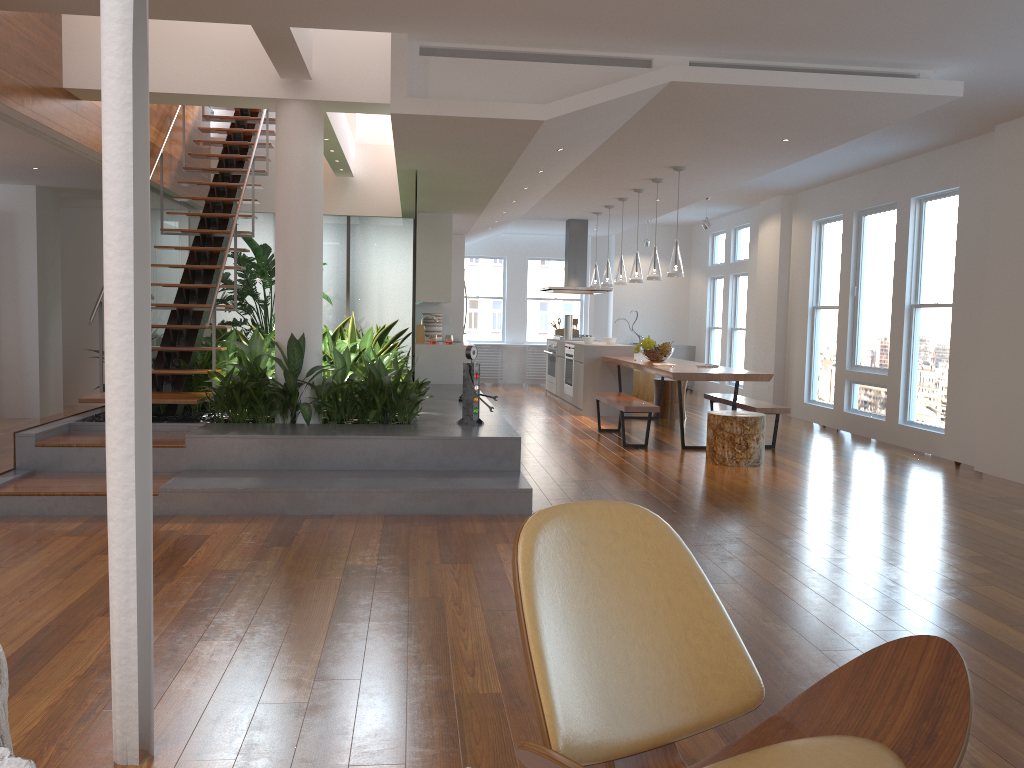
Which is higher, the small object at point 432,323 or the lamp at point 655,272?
the lamp at point 655,272

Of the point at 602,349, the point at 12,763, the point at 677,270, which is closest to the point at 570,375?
the point at 602,349

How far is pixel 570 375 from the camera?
11.2m

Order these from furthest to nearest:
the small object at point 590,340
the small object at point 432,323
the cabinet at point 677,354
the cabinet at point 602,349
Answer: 1. the cabinet at point 677,354
2. the small object at point 432,323
3. the small object at point 590,340
4. the cabinet at point 602,349

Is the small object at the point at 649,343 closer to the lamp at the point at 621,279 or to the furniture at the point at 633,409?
the furniture at the point at 633,409

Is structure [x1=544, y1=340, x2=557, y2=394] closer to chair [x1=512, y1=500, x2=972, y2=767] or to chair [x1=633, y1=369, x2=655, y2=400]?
chair [x1=633, y1=369, x2=655, y2=400]

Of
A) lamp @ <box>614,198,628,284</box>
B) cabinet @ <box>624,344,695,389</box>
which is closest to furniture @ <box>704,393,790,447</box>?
lamp @ <box>614,198,628,284</box>

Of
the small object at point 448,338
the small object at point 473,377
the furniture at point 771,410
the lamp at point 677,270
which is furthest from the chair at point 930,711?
the small object at point 448,338

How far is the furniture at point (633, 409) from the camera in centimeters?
774cm

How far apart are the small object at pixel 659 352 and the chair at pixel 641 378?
3.0m
